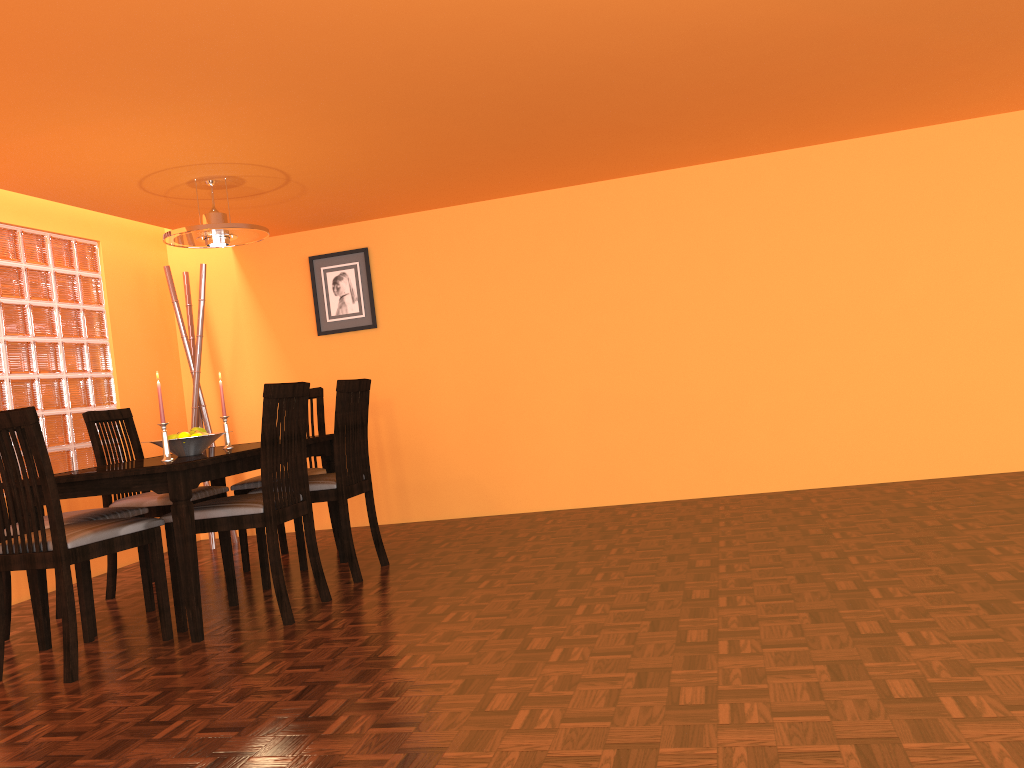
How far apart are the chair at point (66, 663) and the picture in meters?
2.2

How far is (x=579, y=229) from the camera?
4.72m

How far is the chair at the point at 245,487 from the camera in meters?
4.0

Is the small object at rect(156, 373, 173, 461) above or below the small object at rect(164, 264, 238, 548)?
below

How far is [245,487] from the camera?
4.0 meters

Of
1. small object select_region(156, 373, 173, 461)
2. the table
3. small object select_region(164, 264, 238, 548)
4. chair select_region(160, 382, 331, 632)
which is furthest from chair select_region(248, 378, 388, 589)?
small object select_region(164, 264, 238, 548)

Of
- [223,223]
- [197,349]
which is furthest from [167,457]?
[197,349]

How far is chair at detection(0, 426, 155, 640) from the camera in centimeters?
317cm

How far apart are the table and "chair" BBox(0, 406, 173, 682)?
0.10m

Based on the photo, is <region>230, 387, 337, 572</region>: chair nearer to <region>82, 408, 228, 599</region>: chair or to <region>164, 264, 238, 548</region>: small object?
<region>82, 408, 228, 599</region>: chair
